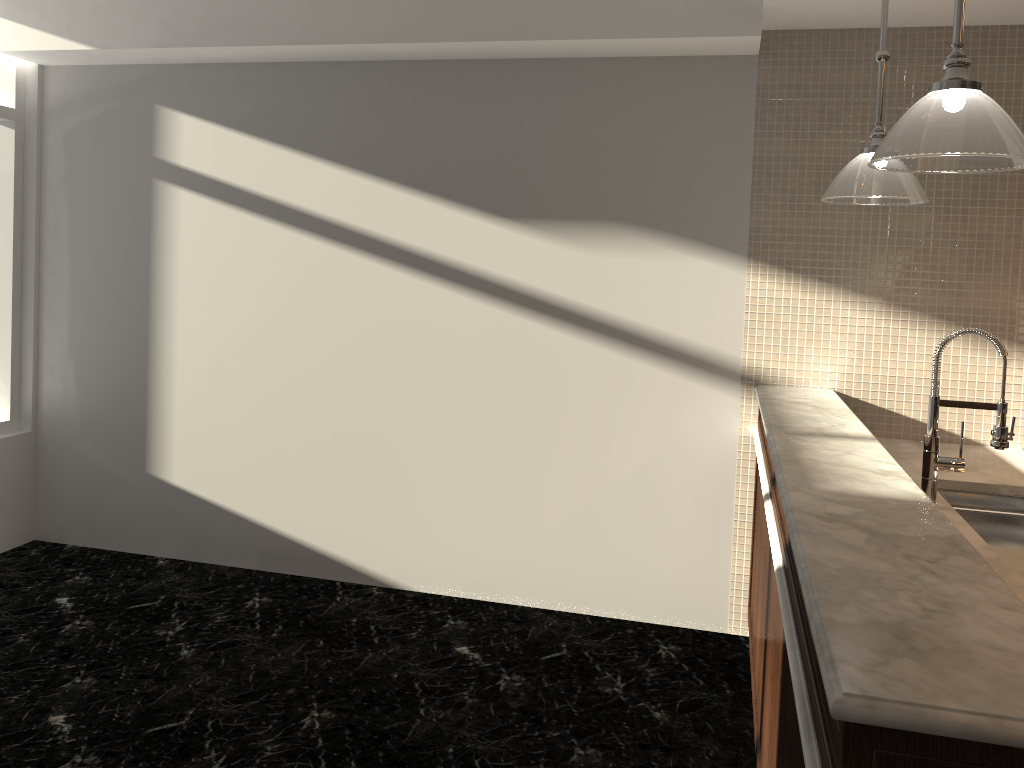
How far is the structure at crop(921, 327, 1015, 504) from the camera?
2.5 meters

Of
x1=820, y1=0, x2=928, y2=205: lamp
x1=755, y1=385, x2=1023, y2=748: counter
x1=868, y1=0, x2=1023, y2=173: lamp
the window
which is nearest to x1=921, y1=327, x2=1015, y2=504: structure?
x1=755, y1=385, x2=1023, y2=748: counter

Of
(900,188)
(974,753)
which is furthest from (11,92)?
(974,753)

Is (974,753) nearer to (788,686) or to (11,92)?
(788,686)

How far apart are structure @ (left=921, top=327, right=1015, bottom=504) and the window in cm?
429

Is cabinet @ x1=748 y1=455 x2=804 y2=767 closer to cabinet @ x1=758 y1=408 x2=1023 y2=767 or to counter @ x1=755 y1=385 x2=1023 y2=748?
cabinet @ x1=758 y1=408 x2=1023 y2=767

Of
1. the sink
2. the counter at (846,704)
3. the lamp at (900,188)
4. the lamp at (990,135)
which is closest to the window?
the counter at (846,704)

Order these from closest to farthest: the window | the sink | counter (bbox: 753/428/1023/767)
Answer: counter (bbox: 753/428/1023/767), the sink, the window

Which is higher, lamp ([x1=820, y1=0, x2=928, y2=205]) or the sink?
lamp ([x1=820, y1=0, x2=928, y2=205])

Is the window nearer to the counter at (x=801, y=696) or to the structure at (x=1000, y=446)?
the counter at (x=801, y=696)
